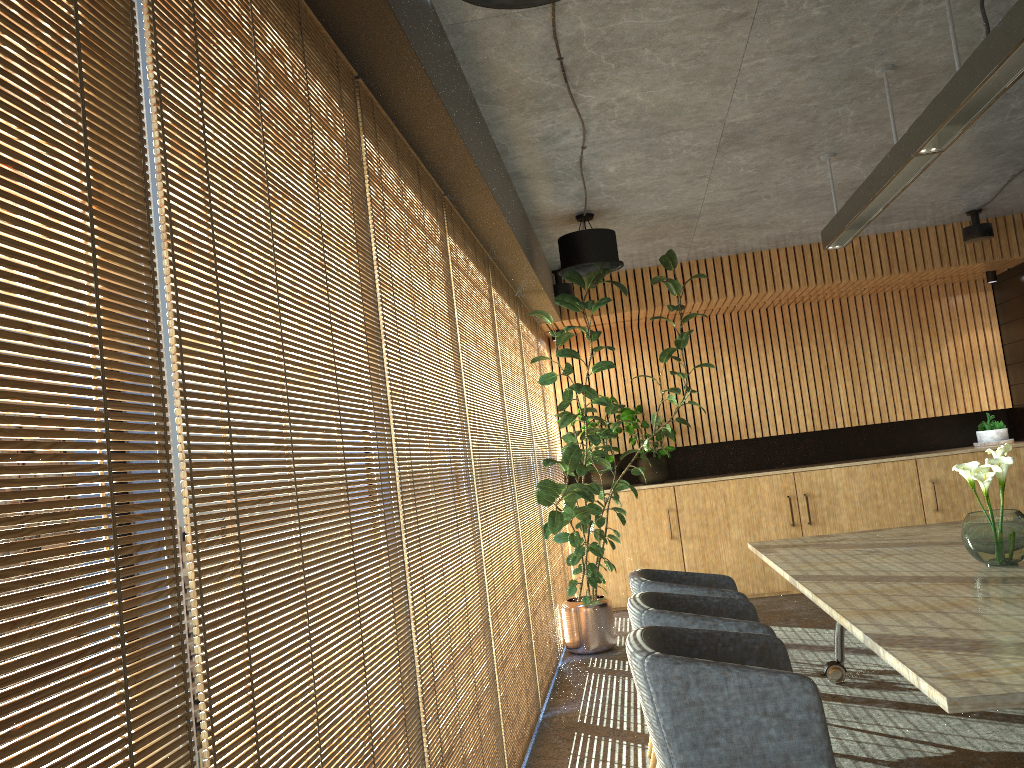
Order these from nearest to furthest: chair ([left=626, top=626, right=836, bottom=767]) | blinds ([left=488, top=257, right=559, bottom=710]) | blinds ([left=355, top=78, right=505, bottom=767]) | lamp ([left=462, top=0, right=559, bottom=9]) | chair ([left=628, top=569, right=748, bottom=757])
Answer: lamp ([left=462, top=0, right=559, bottom=9])
chair ([left=626, top=626, right=836, bottom=767])
blinds ([left=355, top=78, right=505, bottom=767])
chair ([left=628, top=569, right=748, bottom=757])
blinds ([left=488, top=257, right=559, bottom=710])

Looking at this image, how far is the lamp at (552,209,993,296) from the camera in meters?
8.1

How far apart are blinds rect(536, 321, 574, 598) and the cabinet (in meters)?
0.37

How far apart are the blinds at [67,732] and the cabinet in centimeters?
809cm

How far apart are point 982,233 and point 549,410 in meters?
4.4 m

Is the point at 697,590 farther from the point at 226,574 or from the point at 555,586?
the point at 226,574

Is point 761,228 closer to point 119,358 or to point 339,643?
point 339,643

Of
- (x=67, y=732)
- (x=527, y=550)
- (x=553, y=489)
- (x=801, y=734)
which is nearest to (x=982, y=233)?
(x=553, y=489)

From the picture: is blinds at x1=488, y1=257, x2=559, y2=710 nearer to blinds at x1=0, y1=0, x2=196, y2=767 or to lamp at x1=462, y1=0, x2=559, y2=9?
lamp at x1=462, y1=0, x2=559, y2=9

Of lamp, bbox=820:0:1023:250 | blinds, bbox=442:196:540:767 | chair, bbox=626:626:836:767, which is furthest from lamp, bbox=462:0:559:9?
chair, bbox=626:626:836:767
